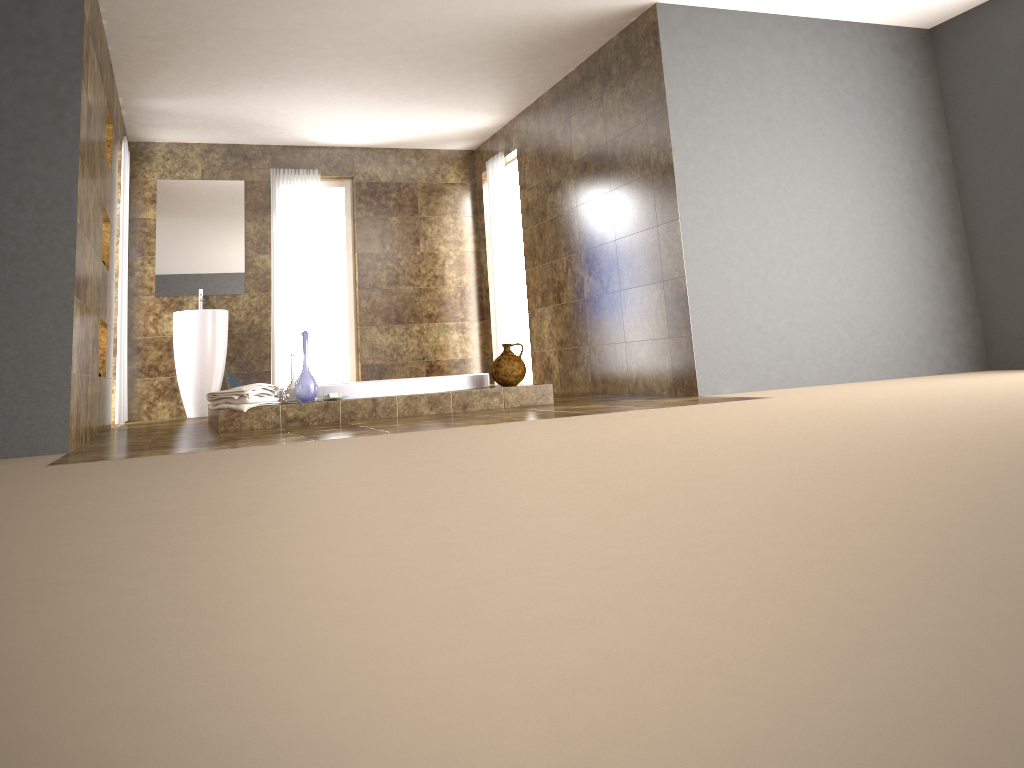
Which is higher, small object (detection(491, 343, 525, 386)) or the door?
the door

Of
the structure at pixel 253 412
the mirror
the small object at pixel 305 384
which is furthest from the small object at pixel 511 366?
the mirror

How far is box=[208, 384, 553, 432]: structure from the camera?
→ 5.0 meters

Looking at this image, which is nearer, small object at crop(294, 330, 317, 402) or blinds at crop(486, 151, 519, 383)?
small object at crop(294, 330, 317, 402)

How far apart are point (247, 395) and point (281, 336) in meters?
3.3 m

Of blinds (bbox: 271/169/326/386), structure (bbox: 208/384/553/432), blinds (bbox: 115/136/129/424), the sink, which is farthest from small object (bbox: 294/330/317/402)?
blinds (bbox: 271/169/326/386)

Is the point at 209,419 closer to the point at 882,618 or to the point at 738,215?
the point at 738,215

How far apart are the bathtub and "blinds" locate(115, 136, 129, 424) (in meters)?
1.46

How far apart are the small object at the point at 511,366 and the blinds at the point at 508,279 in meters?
2.3

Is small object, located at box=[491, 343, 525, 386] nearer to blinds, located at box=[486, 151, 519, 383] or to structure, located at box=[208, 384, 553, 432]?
structure, located at box=[208, 384, 553, 432]
